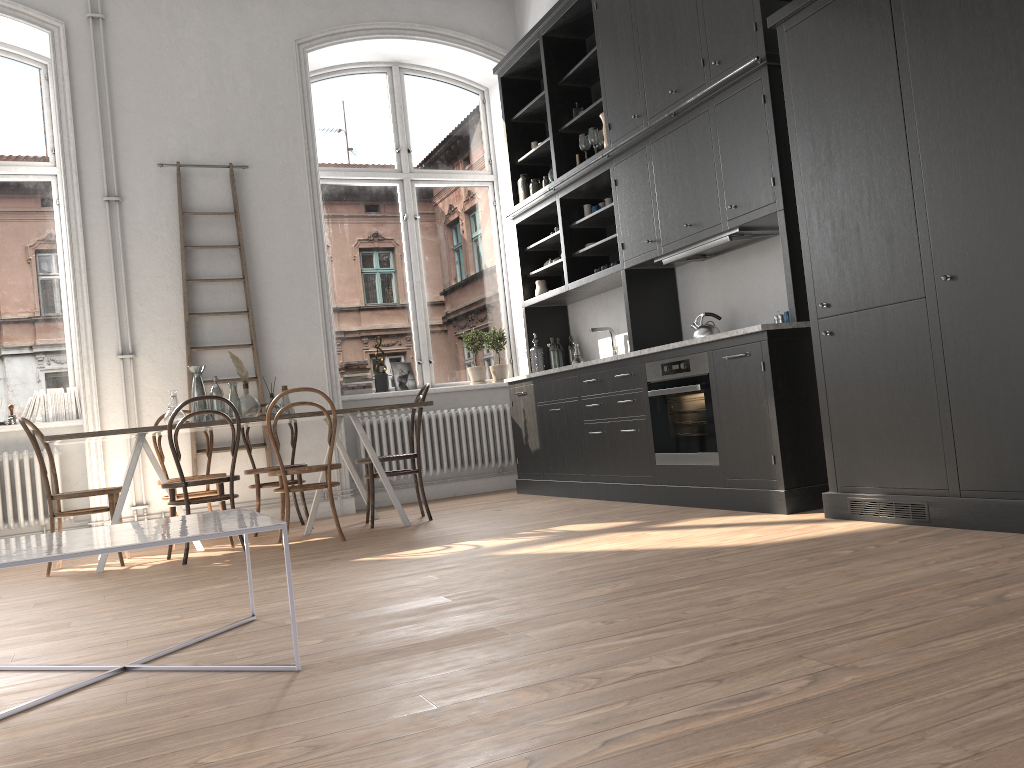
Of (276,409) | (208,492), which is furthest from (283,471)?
(208,492)

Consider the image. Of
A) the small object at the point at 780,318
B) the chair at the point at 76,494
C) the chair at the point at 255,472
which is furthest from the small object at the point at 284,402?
the small object at the point at 780,318

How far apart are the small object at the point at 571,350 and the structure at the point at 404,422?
0.8 meters

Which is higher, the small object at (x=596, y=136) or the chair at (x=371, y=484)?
the small object at (x=596, y=136)

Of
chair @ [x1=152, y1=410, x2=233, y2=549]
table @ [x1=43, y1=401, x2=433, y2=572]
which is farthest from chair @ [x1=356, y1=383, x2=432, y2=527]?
chair @ [x1=152, y1=410, x2=233, y2=549]

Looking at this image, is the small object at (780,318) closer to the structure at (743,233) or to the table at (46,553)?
the structure at (743,233)

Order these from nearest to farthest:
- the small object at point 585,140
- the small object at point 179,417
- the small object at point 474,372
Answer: the small object at point 179,417 < the small object at point 585,140 < the small object at point 474,372

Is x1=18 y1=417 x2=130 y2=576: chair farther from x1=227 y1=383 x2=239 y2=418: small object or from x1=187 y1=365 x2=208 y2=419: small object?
x1=227 y1=383 x2=239 y2=418: small object

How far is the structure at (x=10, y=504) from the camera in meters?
6.2

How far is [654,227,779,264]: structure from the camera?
5.0m
